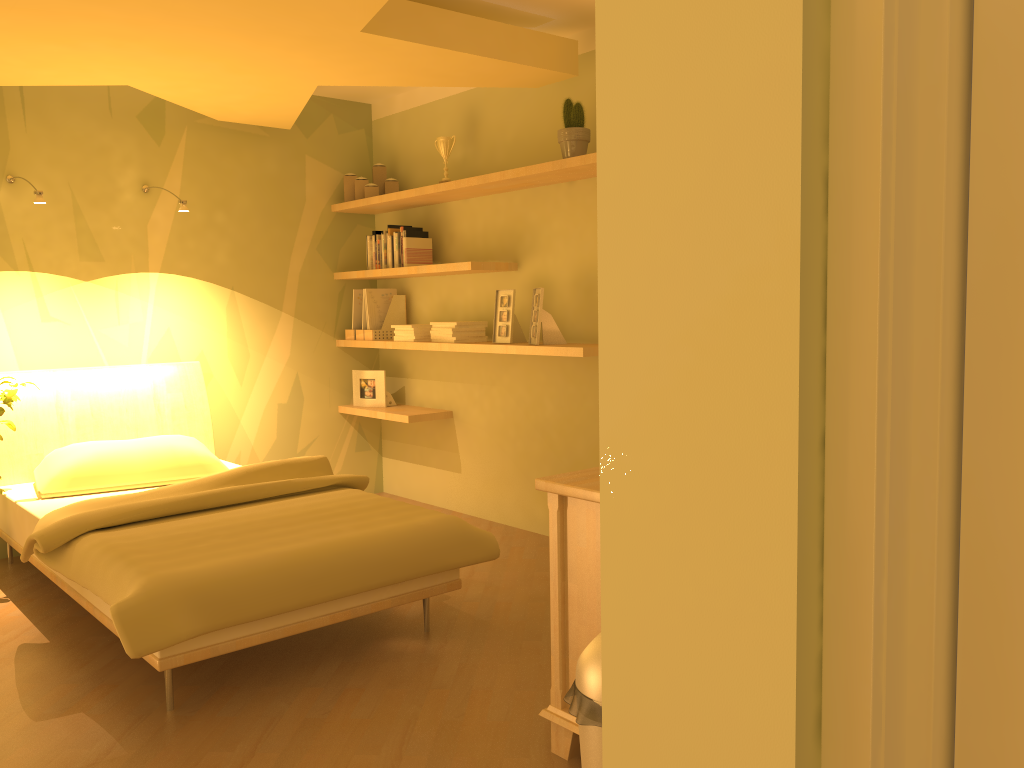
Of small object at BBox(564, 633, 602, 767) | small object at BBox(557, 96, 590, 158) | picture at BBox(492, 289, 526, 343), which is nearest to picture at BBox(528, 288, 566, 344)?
picture at BBox(492, 289, 526, 343)

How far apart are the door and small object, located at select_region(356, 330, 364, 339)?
4.3m

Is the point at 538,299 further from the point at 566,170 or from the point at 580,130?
the point at 580,130

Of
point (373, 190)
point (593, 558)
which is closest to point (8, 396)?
point (373, 190)

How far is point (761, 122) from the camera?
1.1m

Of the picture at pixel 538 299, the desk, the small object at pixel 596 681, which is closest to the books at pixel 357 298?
the picture at pixel 538 299

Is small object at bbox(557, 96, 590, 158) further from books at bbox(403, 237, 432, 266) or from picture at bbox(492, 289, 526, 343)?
books at bbox(403, 237, 432, 266)

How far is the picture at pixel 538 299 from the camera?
4.09m

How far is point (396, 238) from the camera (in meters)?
4.90

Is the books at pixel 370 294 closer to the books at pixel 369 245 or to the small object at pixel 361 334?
the small object at pixel 361 334
